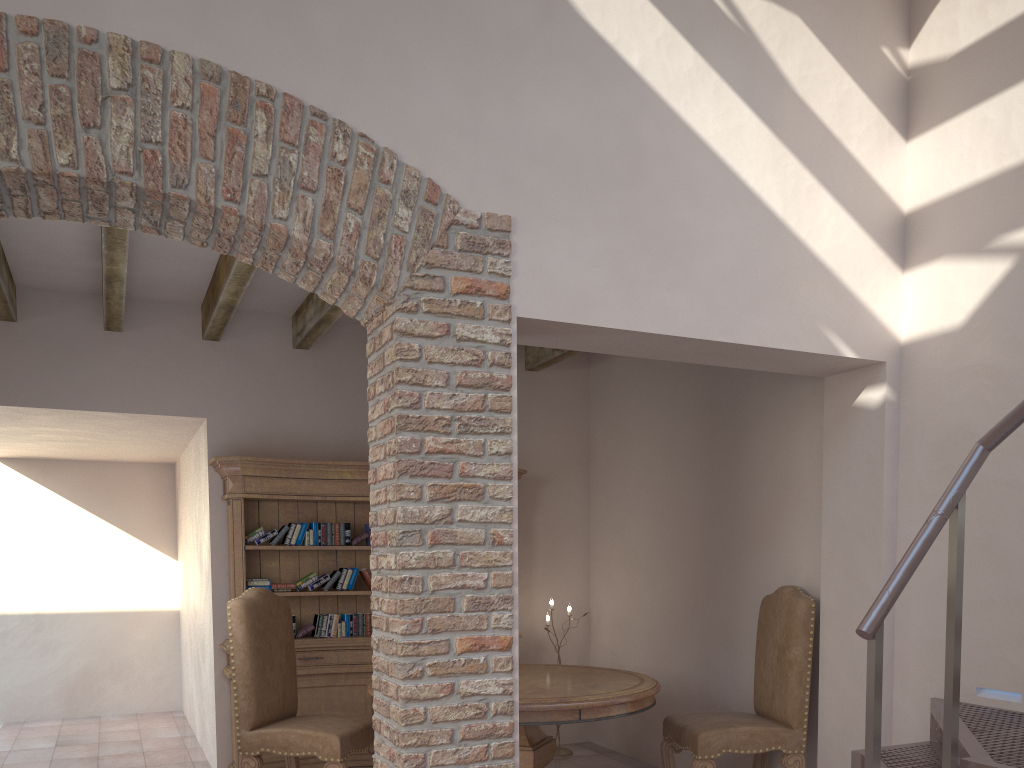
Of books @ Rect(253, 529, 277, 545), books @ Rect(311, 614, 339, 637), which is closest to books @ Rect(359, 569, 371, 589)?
books @ Rect(311, 614, 339, 637)

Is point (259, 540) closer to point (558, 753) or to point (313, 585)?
point (313, 585)

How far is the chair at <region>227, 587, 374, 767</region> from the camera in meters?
4.4

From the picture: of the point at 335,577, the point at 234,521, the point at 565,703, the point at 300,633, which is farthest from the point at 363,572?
the point at 565,703

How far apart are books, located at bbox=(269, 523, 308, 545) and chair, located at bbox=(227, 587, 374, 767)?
0.9m

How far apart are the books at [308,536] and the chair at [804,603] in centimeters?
250cm

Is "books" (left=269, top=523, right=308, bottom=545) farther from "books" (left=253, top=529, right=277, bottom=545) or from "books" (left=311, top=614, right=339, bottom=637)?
"books" (left=311, top=614, right=339, bottom=637)

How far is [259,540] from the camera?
5.44m

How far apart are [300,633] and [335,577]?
0.44m

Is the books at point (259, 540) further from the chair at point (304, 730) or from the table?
the table
